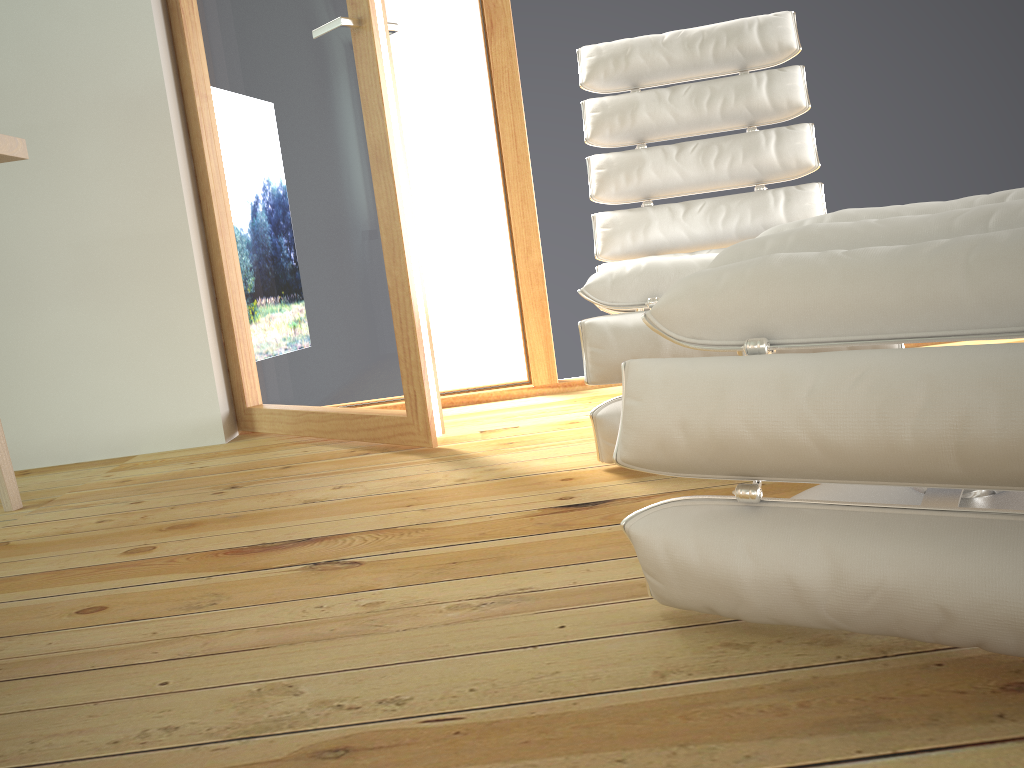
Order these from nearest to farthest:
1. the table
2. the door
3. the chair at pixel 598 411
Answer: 1. the table
2. the chair at pixel 598 411
3. the door

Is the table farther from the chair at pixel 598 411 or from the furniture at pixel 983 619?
the furniture at pixel 983 619

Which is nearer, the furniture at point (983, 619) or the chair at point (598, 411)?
the furniture at point (983, 619)

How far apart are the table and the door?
0.7m

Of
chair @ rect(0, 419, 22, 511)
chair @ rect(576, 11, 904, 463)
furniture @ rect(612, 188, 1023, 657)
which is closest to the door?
chair @ rect(576, 11, 904, 463)

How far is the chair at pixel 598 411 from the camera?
1.7 meters

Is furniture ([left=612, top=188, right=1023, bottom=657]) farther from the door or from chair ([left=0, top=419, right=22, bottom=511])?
chair ([left=0, top=419, right=22, bottom=511])

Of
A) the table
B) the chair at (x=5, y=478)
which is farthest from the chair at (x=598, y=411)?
the chair at (x=5, y=478)

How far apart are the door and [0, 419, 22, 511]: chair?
0.7m

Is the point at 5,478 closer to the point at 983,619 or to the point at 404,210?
the point at 404,210
